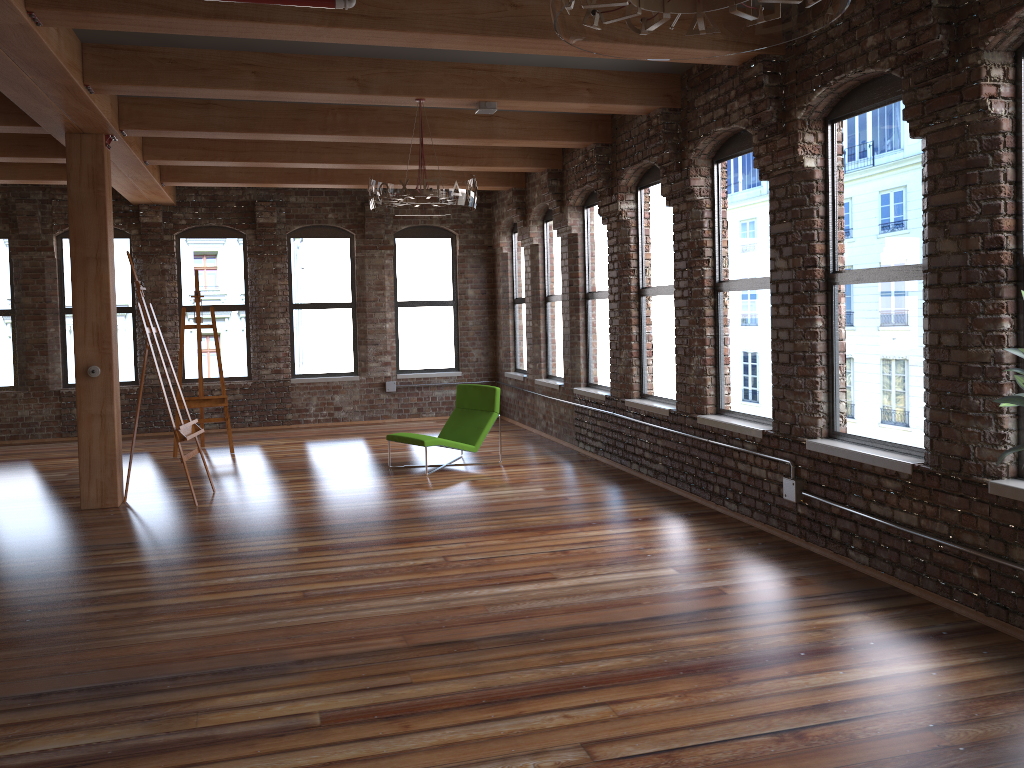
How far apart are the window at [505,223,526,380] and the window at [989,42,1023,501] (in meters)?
7.99

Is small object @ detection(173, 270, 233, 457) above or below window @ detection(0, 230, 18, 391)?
below

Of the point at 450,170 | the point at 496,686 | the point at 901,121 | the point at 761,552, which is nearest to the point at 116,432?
the point at 450,170

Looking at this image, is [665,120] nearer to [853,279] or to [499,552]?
[853,279]

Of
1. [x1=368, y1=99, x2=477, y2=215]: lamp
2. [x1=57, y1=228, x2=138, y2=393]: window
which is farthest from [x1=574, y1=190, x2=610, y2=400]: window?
[x1=57, y1=228, x2=138, y2=393]: window

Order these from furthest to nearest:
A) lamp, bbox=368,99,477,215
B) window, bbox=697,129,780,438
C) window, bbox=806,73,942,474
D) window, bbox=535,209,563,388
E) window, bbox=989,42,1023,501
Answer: window, bbox=535,209,563,388, window, bbox=697,129,780,438, lamp, bbox=368,99,477,215, window, bbox=806,73,942,474, window, bbox=989,42,1023,501

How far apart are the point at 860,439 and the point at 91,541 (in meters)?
5.23

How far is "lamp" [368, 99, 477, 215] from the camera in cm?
612

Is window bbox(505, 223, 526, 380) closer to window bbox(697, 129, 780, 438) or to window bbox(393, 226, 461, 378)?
window bbox(393, 226, 461, 378)

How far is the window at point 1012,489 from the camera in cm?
406
